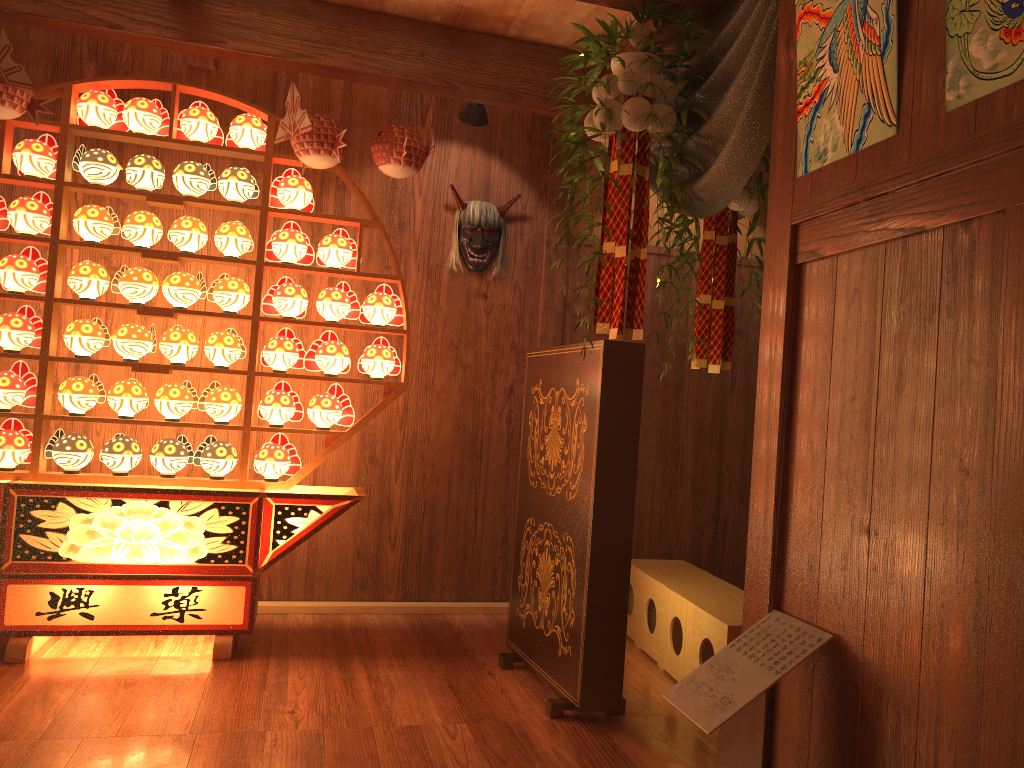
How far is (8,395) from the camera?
3.4 meters

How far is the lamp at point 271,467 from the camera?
3.60m

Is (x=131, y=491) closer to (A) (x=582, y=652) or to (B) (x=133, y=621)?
(B) (x=133, y=621)

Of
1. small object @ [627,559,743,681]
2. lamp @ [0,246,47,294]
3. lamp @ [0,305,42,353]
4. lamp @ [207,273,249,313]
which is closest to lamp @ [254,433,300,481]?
lamp @ [207,273,249,313]

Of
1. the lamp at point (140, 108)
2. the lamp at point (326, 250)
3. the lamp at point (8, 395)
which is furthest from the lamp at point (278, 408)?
the lamp at point (140, 108)

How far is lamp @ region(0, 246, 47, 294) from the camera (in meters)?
3.37

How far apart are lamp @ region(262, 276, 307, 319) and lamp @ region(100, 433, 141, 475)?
0.74m

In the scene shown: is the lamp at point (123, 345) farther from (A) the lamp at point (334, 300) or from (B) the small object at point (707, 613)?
(B) the small object at point (707, 613)

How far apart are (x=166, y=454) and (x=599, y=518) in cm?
178

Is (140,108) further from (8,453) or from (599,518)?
(599,518)
